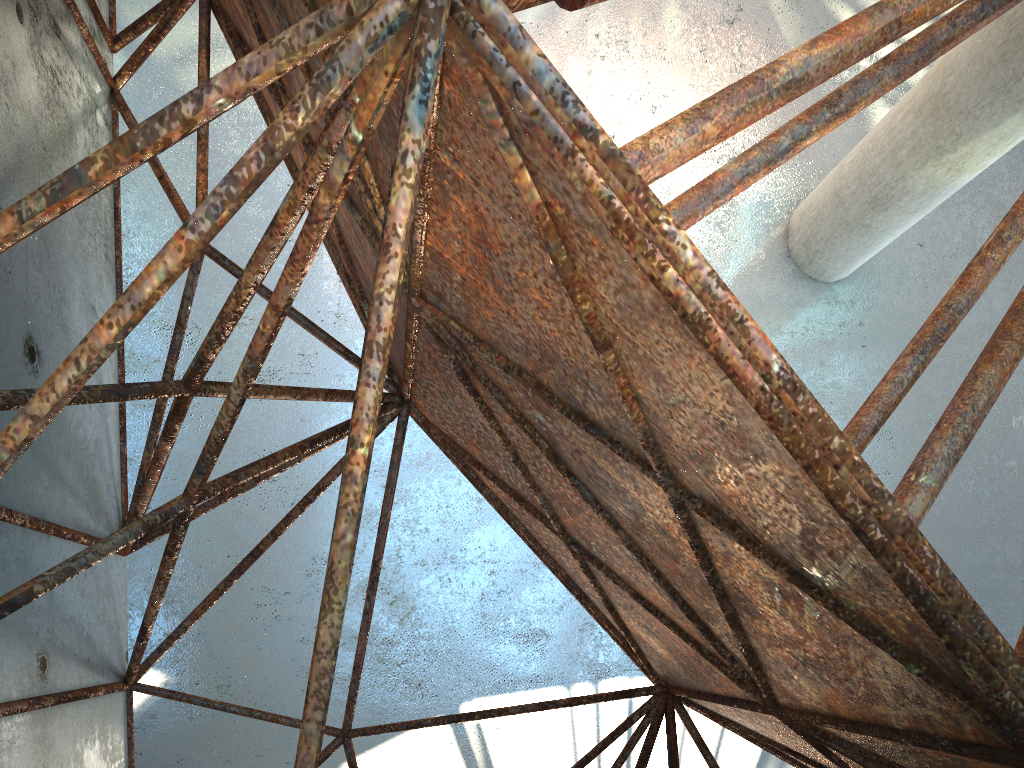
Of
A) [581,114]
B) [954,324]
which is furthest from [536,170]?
[954,324]

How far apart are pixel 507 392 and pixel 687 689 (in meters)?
3.34

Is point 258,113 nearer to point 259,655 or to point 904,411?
point 259,655
